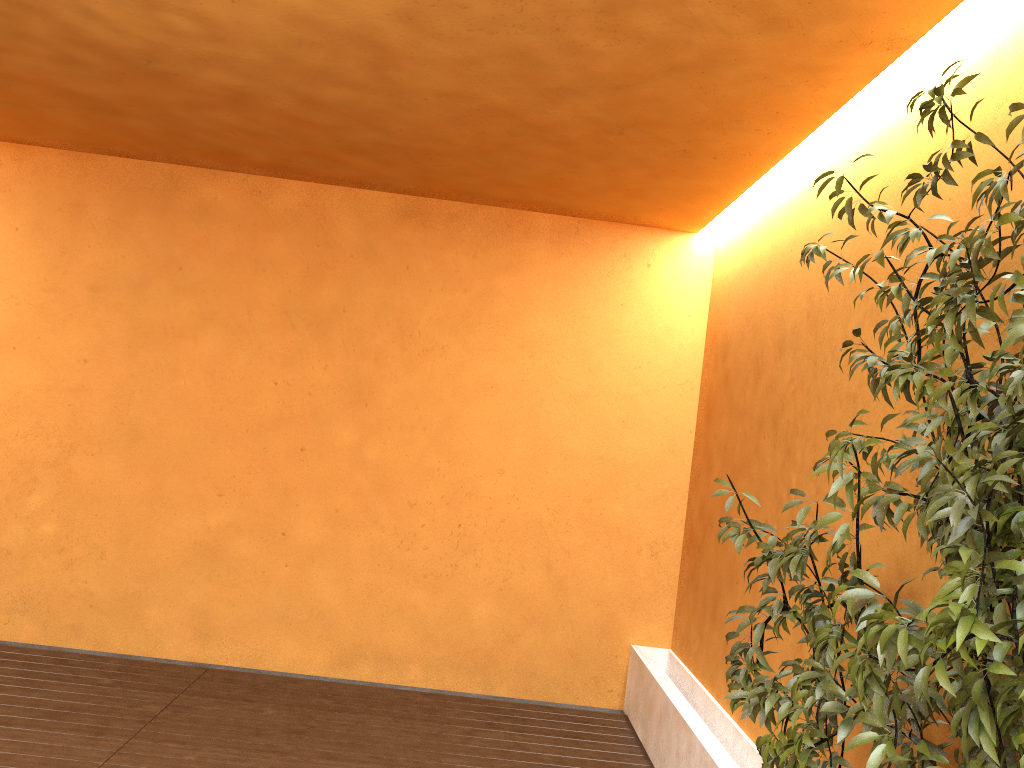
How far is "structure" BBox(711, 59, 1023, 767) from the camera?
1.60m

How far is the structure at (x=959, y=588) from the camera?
1.6 meters

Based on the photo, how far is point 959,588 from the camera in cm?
160
